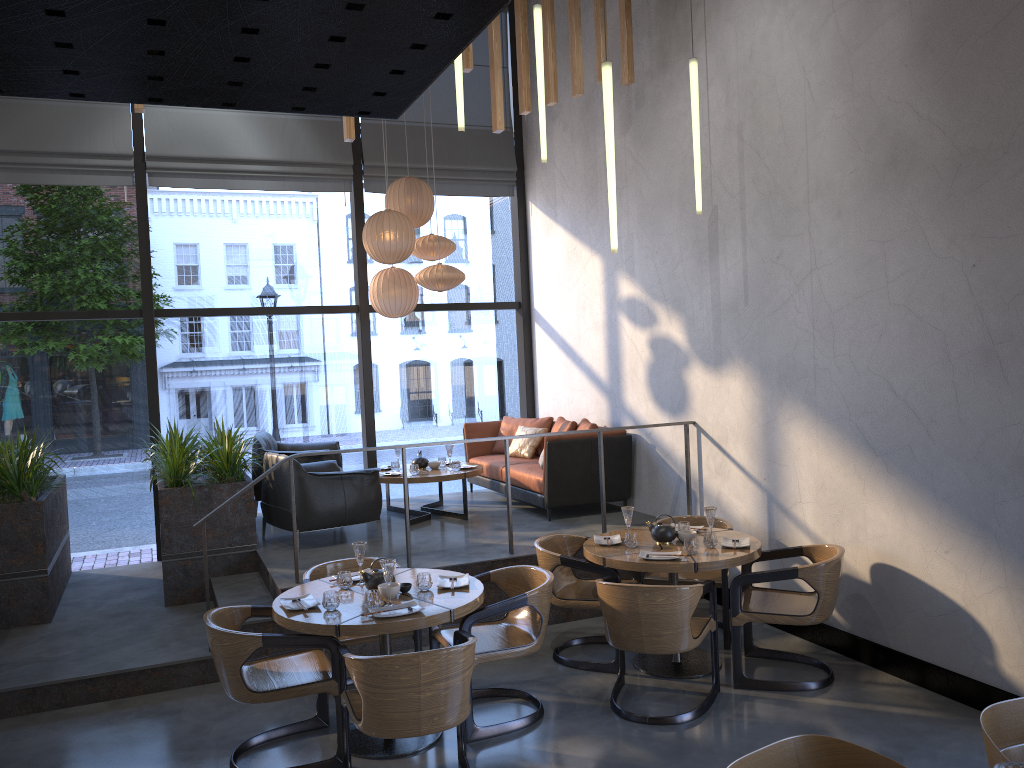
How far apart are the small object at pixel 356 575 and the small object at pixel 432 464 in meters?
3.1

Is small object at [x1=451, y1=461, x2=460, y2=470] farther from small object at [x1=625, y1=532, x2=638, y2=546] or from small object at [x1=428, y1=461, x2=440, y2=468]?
small object at [x1=625, y1=532, x2=638, y2=546]

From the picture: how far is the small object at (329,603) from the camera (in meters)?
4.35

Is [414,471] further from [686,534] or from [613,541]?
[686,534]

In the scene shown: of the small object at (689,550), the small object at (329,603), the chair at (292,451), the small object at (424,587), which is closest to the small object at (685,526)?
the small object at (689,550)

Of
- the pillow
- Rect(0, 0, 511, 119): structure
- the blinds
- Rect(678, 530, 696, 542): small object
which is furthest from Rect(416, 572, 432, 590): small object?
the blinds

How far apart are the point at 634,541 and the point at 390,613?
1.8m

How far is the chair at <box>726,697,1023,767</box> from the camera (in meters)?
2.03

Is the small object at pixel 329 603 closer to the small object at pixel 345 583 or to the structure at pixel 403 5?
the small object at pixel 345 583

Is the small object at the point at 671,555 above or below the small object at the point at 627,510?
below
